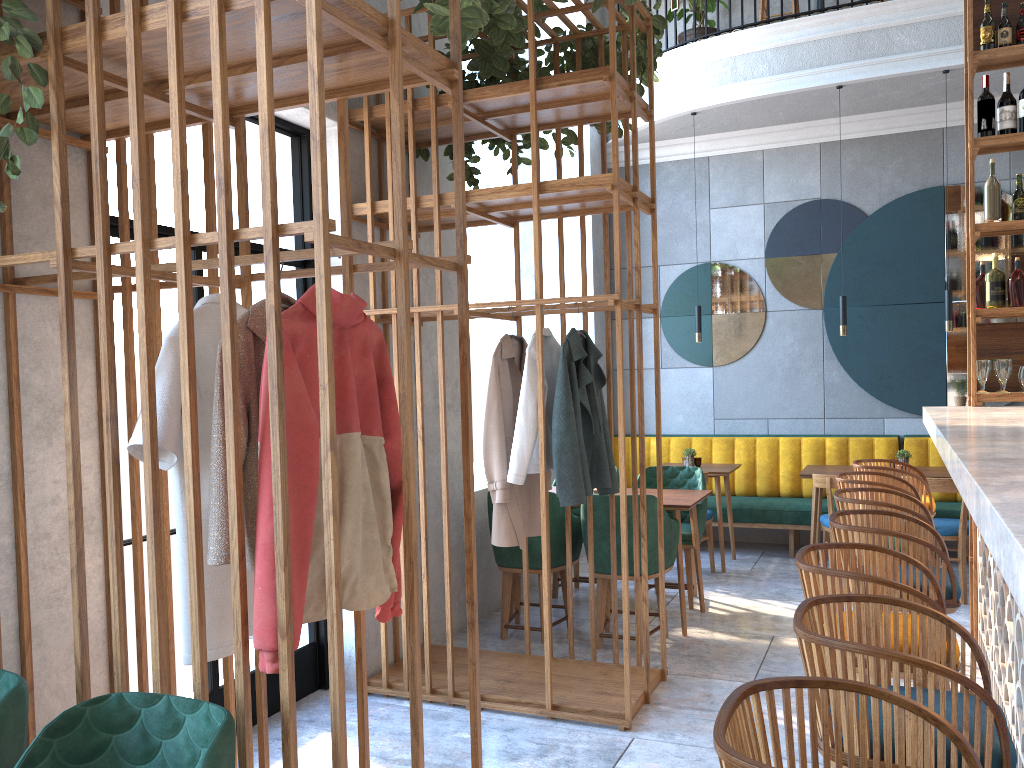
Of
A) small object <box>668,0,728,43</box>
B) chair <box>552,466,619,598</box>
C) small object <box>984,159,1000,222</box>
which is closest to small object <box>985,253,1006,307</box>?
small object <box>984,159,1000,222</box>

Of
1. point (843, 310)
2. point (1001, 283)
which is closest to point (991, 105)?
point (1001, 283)

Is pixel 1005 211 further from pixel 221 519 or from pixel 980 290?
pixel 221 519

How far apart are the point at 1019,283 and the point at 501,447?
2.71m

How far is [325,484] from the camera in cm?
176

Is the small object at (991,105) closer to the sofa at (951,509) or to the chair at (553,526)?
the chair at (553,526)

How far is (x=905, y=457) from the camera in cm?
620

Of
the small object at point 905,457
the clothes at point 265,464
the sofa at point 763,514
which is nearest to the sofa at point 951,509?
the sofa at point 763,514

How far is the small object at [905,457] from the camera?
6.2m

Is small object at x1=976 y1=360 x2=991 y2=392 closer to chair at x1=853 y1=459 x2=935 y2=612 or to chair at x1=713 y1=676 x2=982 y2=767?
chair at x1=853 y1=459 x2=935 y2=612
